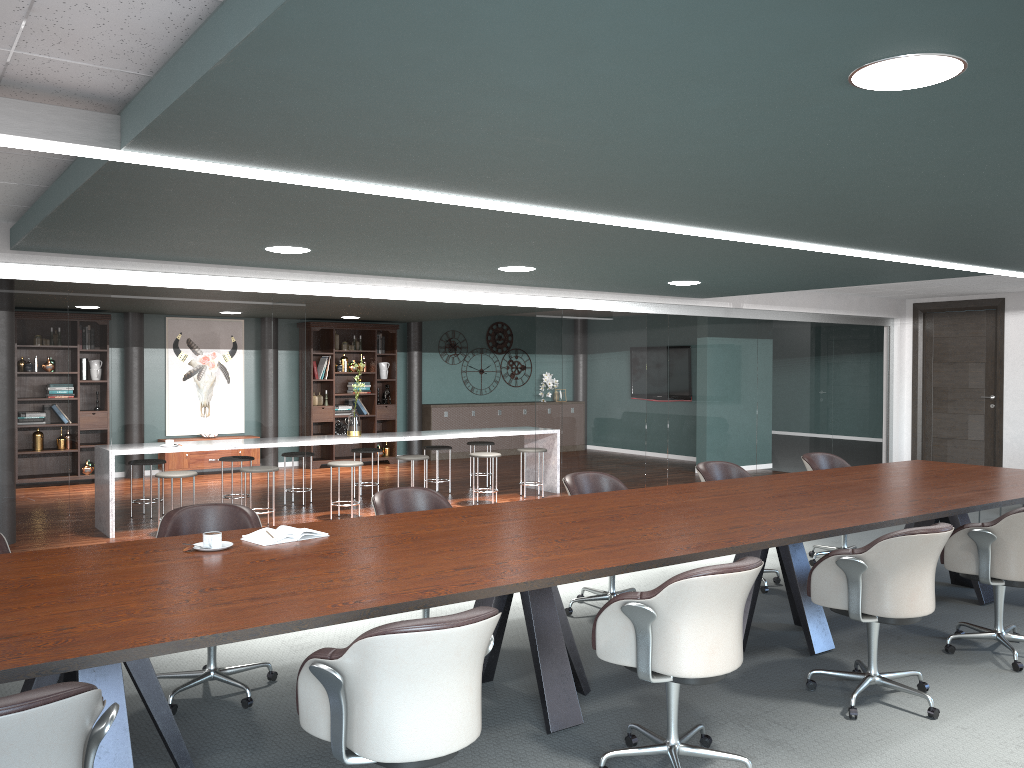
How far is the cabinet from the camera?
13.2 meters

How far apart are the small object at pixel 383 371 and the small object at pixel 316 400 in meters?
1.0 m

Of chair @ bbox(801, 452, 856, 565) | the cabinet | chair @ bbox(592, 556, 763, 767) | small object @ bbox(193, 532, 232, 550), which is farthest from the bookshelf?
chair @ bbox(592, 556, 763, 767)

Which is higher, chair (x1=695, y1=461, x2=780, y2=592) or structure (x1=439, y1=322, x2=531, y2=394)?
structure (x1=439, y1=322, x2=531, y2=394)

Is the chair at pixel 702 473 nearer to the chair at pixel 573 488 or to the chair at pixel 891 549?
the chair at pixel 573 488

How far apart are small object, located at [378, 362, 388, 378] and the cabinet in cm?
88

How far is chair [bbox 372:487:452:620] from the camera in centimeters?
431cm

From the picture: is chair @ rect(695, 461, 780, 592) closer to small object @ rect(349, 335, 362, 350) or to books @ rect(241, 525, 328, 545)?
books @ rect(241, 525, 328, 545)

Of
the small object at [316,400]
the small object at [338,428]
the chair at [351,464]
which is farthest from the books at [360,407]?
the chair at [351,464]

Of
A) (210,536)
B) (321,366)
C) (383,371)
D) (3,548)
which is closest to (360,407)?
(383,371)
